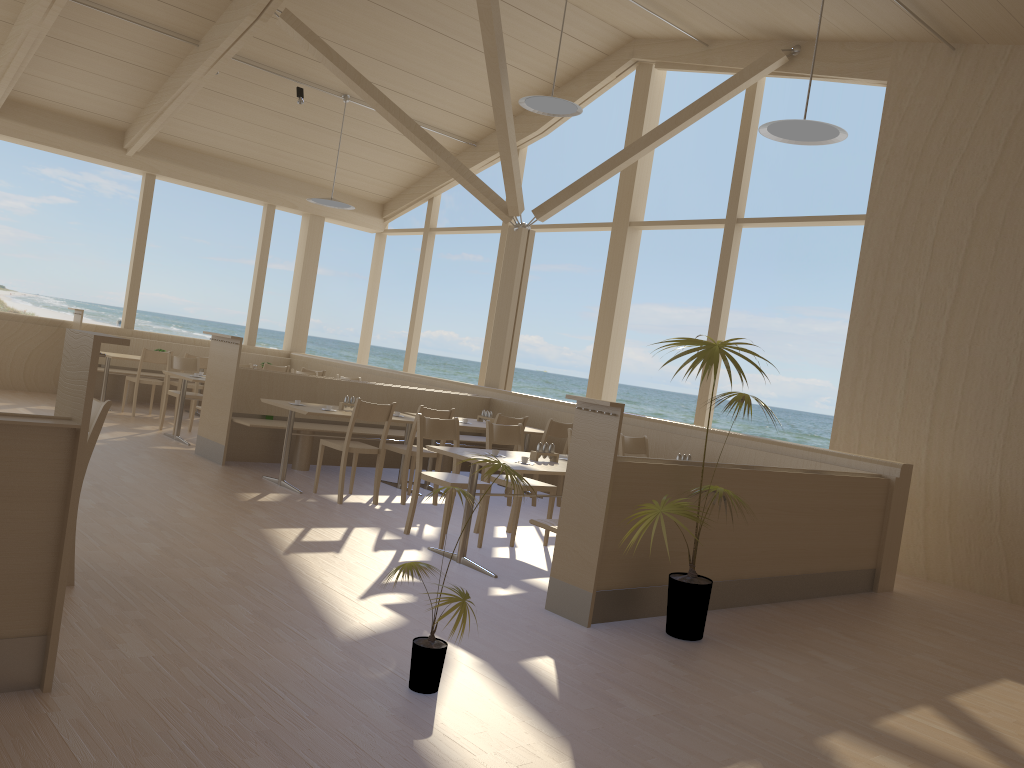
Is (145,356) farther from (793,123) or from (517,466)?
(793,123)

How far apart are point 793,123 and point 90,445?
4.7 meters

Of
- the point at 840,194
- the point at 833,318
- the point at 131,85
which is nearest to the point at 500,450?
the point at 131,85

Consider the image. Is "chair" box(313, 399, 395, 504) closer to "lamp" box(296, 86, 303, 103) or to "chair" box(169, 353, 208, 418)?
"chair" box(169, 353, 208, 418)

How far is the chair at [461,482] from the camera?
5.6m

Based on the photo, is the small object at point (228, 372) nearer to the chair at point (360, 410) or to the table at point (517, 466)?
the chair at point (360, 410)

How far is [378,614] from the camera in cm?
397

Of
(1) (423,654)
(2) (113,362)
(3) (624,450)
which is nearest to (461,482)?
(3) (624,450)

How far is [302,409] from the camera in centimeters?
672cm

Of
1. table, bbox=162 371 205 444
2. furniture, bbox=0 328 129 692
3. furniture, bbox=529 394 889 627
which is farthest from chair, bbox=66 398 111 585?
table, bbox=162 371 205 444
